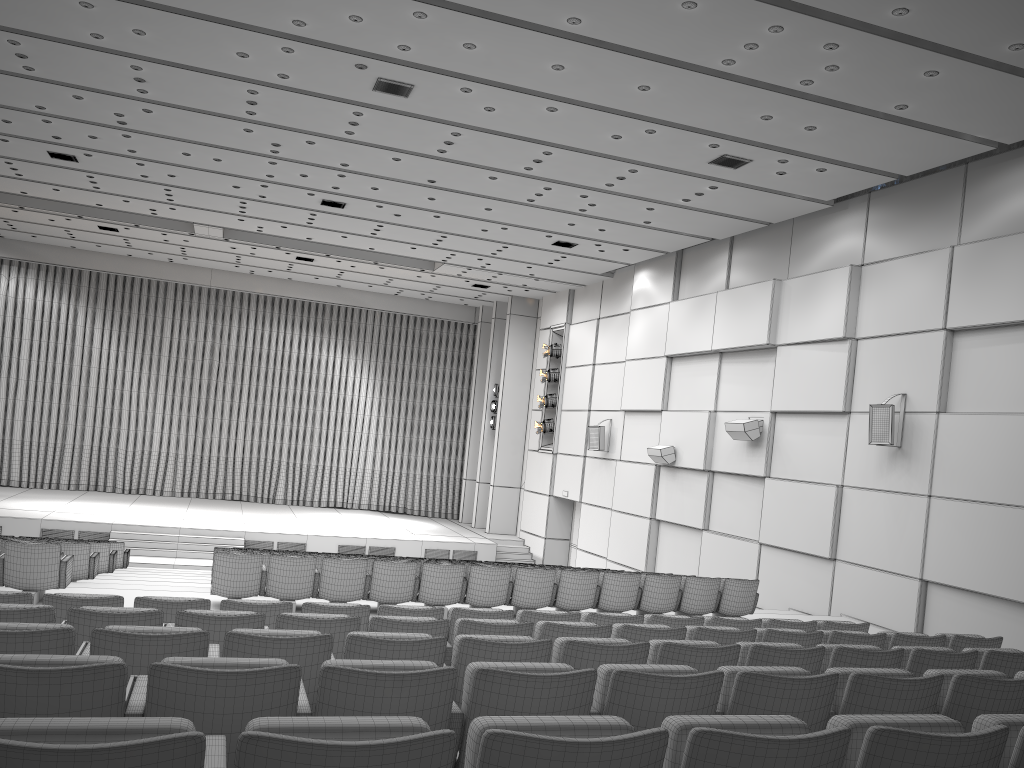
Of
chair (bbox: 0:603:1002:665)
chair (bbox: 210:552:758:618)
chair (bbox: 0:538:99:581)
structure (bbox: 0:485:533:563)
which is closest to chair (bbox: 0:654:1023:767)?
chair (bbox: 0:603:1002:665)

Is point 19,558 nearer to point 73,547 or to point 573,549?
point 73,547

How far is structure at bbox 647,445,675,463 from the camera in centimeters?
1685cm

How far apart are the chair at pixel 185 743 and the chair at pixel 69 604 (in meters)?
3.87

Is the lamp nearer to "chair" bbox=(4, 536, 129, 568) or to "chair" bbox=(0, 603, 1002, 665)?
"chair" bbox=(4, 536, 129, 568)

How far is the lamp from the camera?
22.42m

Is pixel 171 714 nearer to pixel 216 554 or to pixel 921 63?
pixel 216 554

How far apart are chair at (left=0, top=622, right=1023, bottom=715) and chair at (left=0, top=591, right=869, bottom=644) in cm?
165

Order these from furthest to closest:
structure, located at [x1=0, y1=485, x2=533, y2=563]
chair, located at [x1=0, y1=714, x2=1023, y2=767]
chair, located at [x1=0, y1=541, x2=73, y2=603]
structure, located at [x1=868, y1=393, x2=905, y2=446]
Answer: structure, located at [x1=0, y1=485, x2=533, y2=563], structure, located at [x1=868, y1=393, x2=905, y2=446], chair, located at [x1=0, y1=541, x2=73, y2=603], chair, located at [x1=0, y1=714, x2=1023, y2=767]

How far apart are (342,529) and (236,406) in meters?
6.9
